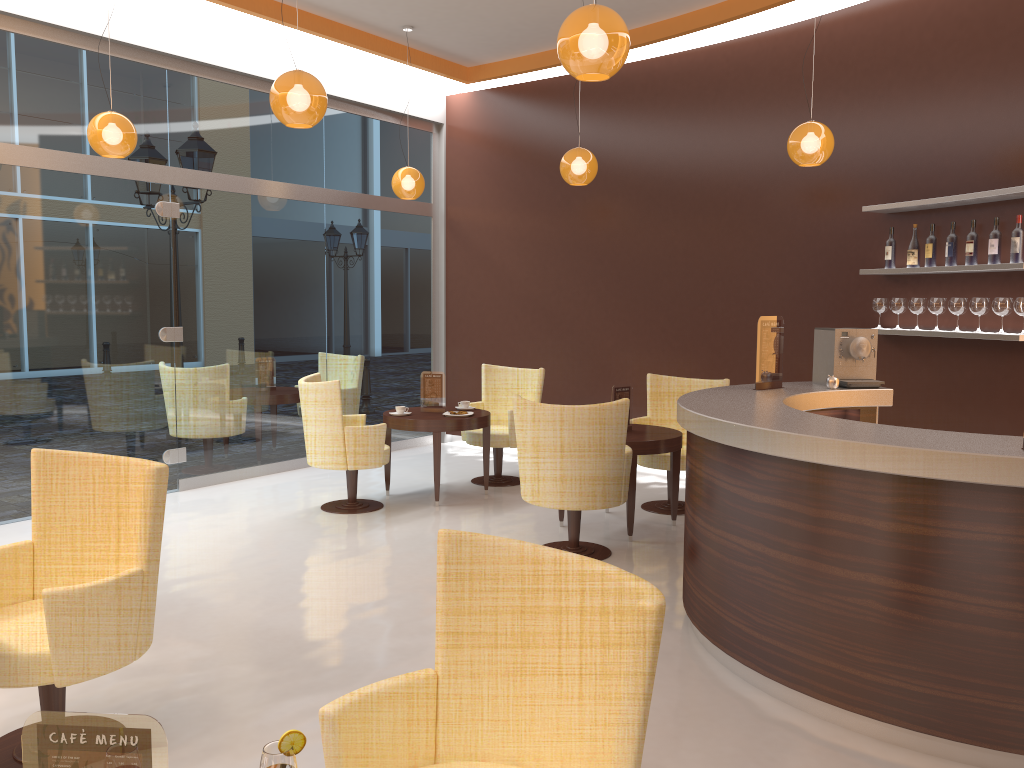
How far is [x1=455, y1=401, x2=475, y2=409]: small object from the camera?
7.4 meters

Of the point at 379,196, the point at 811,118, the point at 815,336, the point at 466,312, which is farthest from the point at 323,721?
the point at 466,312

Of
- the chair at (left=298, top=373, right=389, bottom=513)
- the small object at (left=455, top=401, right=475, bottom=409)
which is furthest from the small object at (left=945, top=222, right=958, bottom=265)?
the chair at (left=298, top=373, right=389, bottom=513)

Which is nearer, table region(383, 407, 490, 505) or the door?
the door

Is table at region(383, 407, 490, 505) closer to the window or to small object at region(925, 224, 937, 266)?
the window

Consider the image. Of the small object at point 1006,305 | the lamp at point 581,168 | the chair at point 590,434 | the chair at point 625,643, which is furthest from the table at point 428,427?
the chair at point 625,643

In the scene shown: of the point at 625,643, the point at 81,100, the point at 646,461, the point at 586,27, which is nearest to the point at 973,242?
the point at 646,461

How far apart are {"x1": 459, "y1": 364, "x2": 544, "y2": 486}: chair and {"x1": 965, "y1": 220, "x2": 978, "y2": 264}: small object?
3.4 meters

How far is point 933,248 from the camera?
5.9 meters

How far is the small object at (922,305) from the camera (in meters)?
6.03
